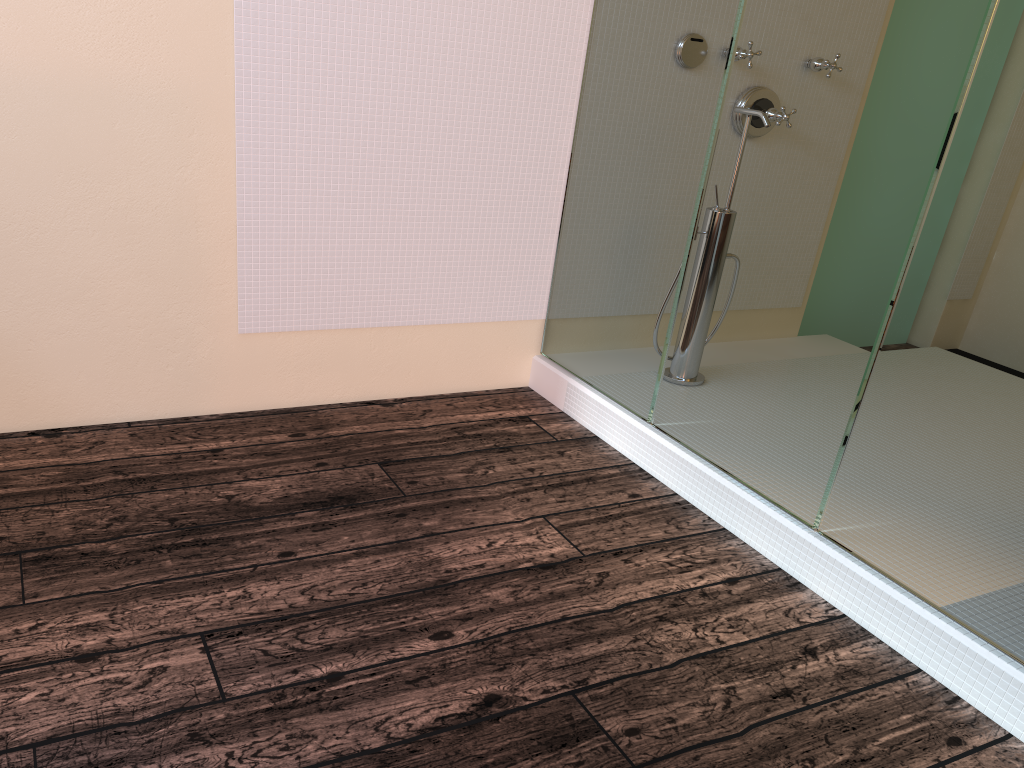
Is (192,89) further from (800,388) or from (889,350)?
(889,350)

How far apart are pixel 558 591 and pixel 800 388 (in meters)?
0.76
